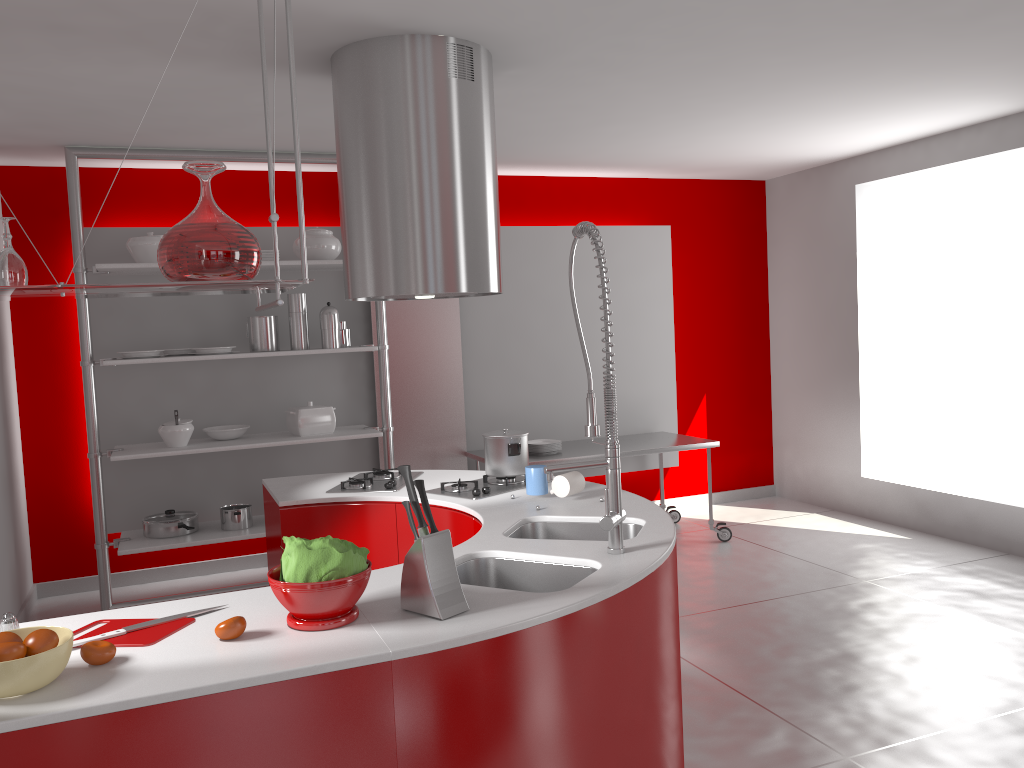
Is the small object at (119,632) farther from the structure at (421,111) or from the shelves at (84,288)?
the structure at (421,111)

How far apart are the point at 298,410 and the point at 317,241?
1.0 meters

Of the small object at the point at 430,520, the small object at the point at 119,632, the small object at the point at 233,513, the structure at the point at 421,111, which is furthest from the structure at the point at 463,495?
the small object at the point at 233,513

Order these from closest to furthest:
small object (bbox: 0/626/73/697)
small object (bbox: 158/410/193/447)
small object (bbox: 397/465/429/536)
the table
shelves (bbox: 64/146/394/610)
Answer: small object (bbox: 0/626/73/697) < small object (bbox: 397/465/429/536) < shelves (bbox: 64/146/394/610) < small object (bbox: 158/410/193/447) < the table

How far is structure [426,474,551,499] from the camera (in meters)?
3.36

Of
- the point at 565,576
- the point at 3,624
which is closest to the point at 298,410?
the point at 565,576

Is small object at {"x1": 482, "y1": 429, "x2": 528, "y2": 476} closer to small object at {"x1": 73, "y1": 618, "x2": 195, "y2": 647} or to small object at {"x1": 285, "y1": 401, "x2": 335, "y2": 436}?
small object at {"x1": 73, "y1": 618, "x2": 195, "y2": 647}

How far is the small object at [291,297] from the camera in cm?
515

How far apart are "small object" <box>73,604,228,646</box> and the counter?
0.1m

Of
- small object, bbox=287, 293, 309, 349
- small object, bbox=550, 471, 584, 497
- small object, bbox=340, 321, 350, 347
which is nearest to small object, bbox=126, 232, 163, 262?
small object, bbox=287, 293, 309, 349
